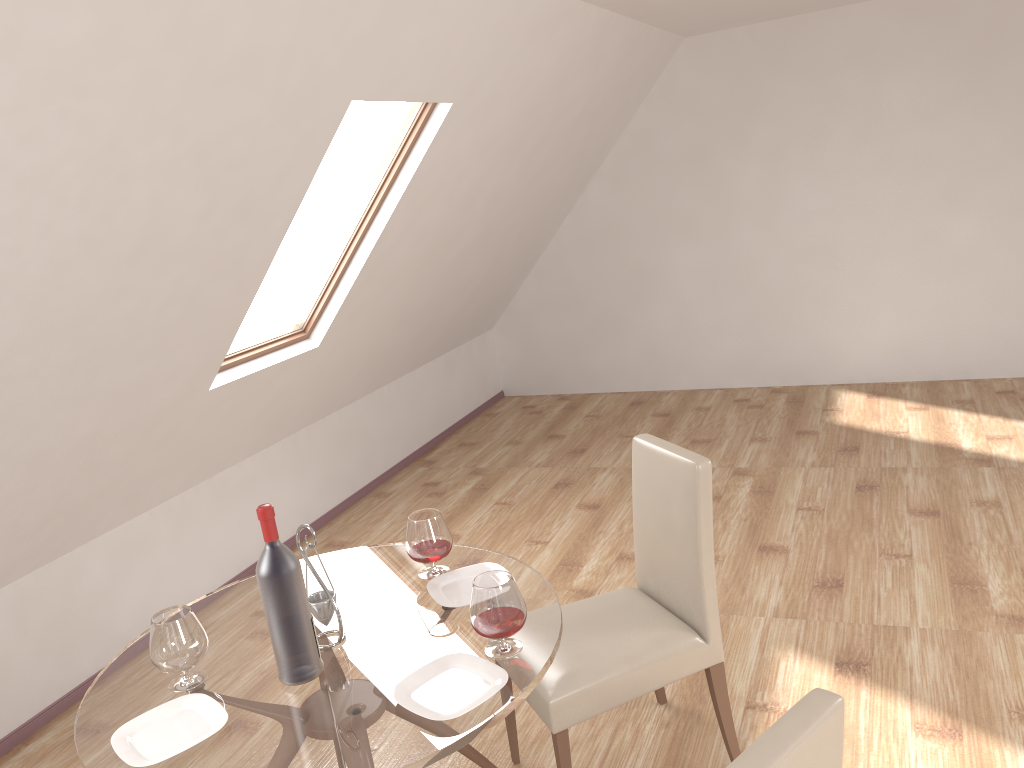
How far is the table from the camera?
1.83m

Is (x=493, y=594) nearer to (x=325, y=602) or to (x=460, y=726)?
(x=460, y=726)

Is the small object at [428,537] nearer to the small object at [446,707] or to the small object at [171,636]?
the small object at [446,707]

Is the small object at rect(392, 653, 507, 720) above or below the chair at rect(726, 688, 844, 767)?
below

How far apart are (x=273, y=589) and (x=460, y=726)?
0.53m

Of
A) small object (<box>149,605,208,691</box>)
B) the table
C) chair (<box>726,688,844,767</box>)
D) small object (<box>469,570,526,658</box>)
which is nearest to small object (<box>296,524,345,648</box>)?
the table

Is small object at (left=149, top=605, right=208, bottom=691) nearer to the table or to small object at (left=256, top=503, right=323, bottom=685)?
the table

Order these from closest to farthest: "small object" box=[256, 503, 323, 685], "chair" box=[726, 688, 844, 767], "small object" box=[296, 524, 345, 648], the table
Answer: "chair" box=[726, 688, 844, 767], the table, "small object" box=[256, 503, 323, 685], "small object" box=[296, 524, 345, 648]

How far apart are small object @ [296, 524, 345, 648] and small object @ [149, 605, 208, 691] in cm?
26

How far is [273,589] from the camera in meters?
2.0 m
